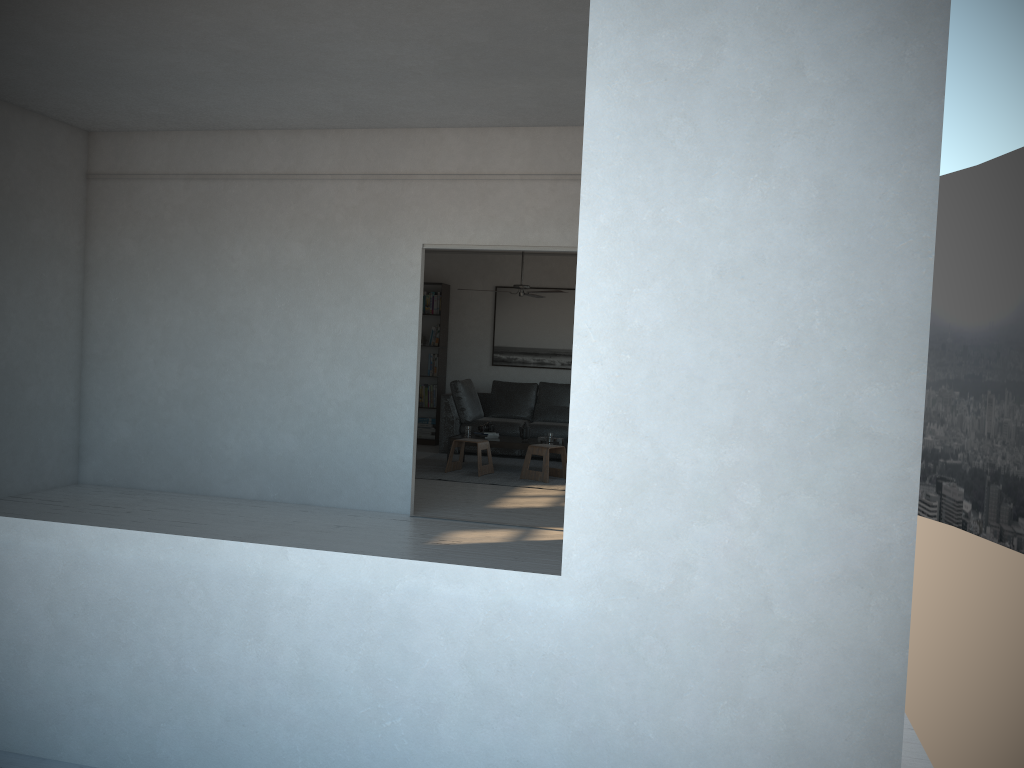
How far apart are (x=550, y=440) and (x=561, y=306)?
2.72m

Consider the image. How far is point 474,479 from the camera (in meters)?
8.64

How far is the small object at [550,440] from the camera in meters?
9.2

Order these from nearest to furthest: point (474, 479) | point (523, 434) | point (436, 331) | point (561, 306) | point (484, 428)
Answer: point (474, 479) < point (523, 434) < point (484, 428) < point (561, 306) < point (436, 331)

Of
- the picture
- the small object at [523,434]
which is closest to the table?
the small object at [523,434]

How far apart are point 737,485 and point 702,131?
0.86m

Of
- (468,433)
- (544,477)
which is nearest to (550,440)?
(544,477)

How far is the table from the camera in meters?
9.2 m

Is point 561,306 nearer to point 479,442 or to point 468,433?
point 468,433

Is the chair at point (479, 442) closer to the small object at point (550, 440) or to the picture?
the small object at point (550, 440)
